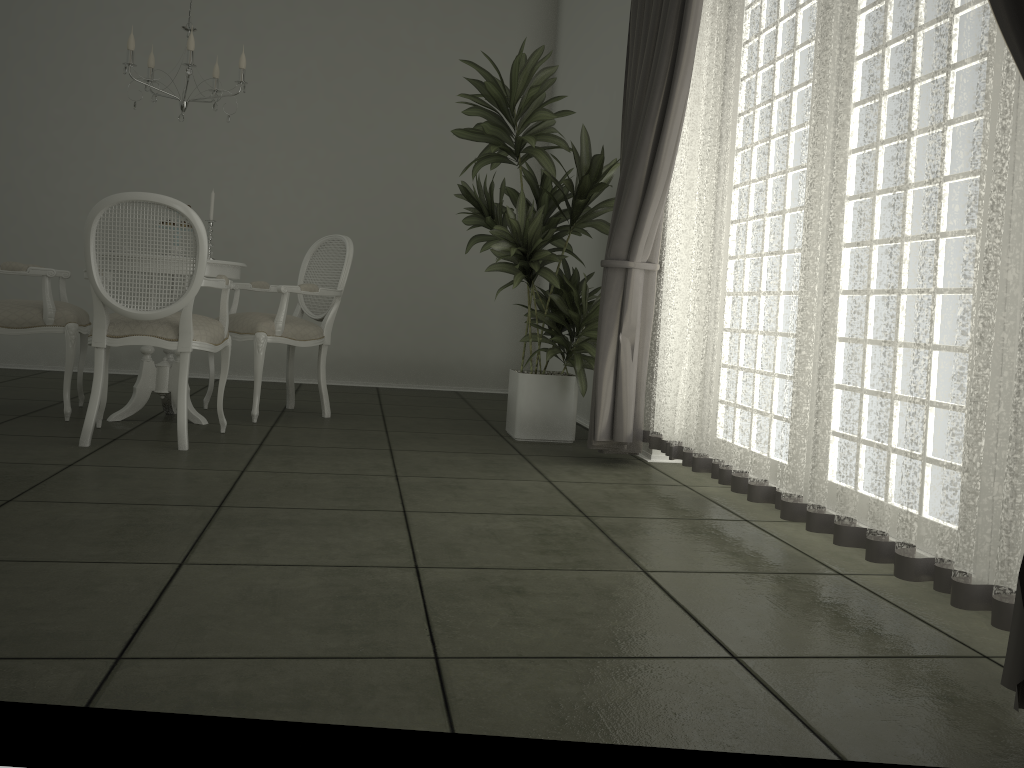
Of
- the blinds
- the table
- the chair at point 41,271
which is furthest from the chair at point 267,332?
the blinds

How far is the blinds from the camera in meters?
1.9 m

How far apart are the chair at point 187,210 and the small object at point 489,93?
1.3 meters

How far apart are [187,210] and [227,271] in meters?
0.8 m

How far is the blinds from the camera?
1.9 meters

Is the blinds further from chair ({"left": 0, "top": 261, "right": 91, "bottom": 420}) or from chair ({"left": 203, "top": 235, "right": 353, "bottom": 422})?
chair ({"left": 0, "top": 261, "right": 91, "bottom": 420})

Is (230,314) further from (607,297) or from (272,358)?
(607,297)

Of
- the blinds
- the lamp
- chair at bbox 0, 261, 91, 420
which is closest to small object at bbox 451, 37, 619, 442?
the blinds

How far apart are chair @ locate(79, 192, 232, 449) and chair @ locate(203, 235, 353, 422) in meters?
0.4

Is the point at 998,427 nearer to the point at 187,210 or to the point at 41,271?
the point at 187,210
